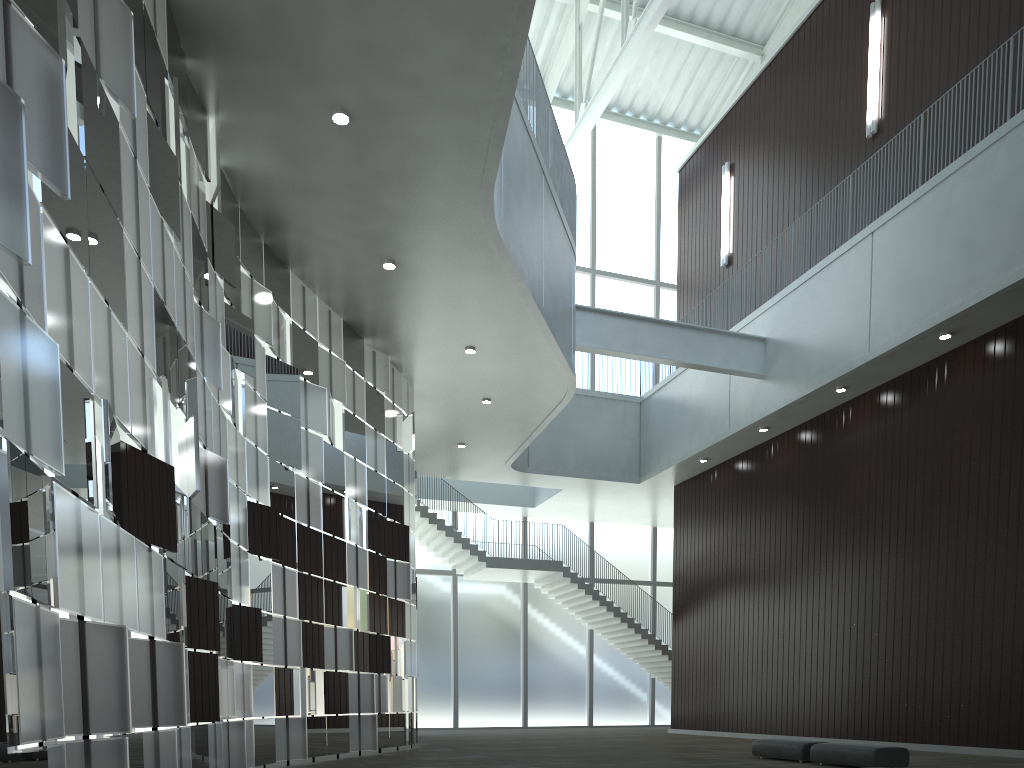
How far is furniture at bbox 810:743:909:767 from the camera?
32.03m

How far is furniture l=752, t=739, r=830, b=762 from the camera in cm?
3590

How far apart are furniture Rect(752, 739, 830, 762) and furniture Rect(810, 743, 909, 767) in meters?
0.8 m

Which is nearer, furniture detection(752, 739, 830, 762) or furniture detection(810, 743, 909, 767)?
furniture detection(810, 743, 909, 767)

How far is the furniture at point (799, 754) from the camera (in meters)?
35.90

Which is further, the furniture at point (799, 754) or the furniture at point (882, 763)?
the furniture at point (799, 754)

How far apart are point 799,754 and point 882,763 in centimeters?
452cm

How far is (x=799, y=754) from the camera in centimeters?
3590cm

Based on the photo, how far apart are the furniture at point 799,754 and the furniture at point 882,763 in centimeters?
80cm
